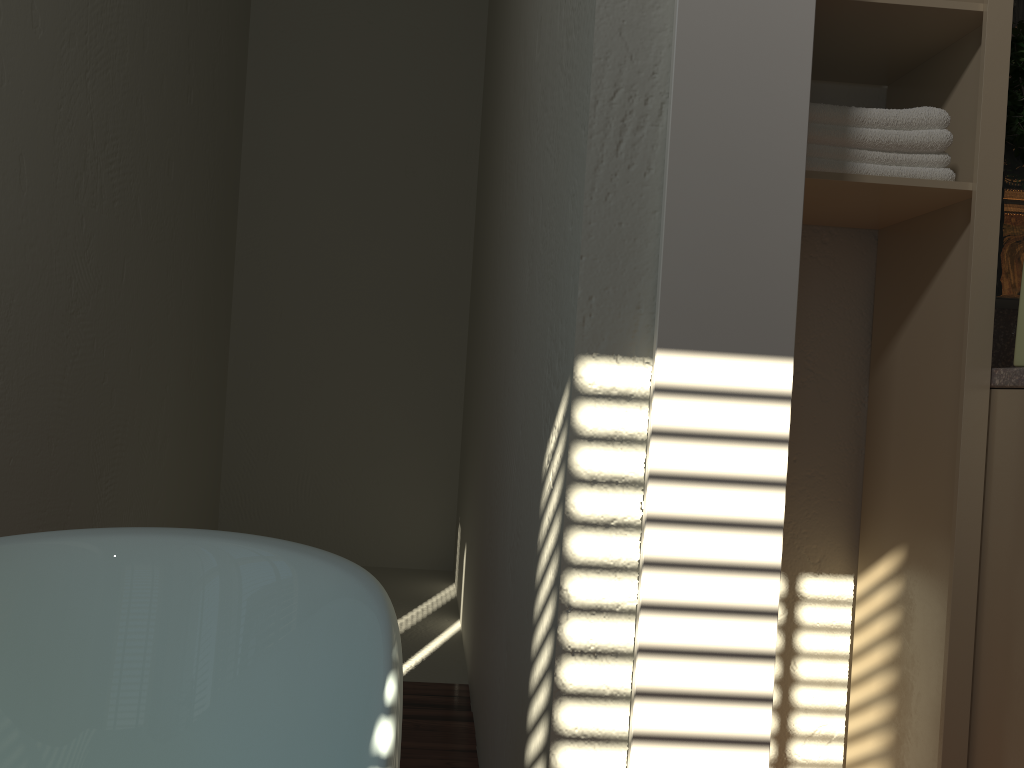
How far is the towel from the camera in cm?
130

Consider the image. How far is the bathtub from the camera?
0.8 meters

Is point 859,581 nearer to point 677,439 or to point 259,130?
point 677,439

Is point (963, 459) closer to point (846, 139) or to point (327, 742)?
point (846, 139)

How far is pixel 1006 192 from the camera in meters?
1.5

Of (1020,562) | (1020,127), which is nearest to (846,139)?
(1020,127)

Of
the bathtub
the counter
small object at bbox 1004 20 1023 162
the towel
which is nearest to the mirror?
small object at bbox 1004 20 1023 162

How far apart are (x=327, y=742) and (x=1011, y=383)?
1.04m

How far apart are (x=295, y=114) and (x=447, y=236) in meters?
0.9 m

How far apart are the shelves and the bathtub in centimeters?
87cm
